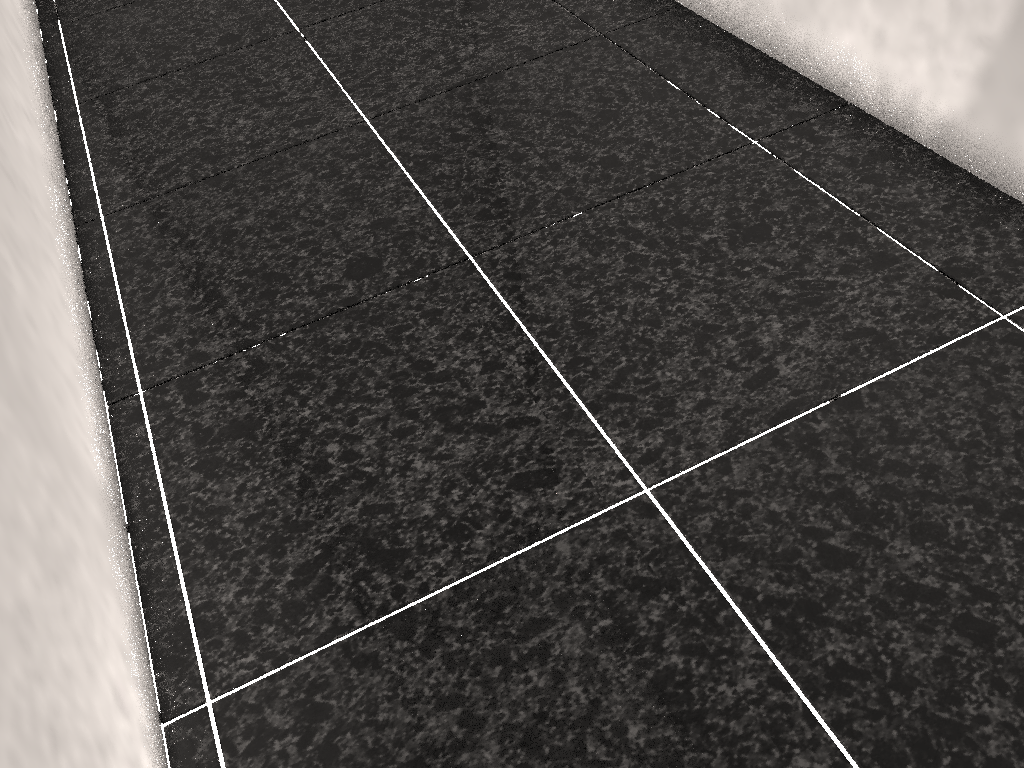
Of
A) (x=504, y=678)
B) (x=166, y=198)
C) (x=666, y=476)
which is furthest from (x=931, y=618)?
(x=166, y=198)
